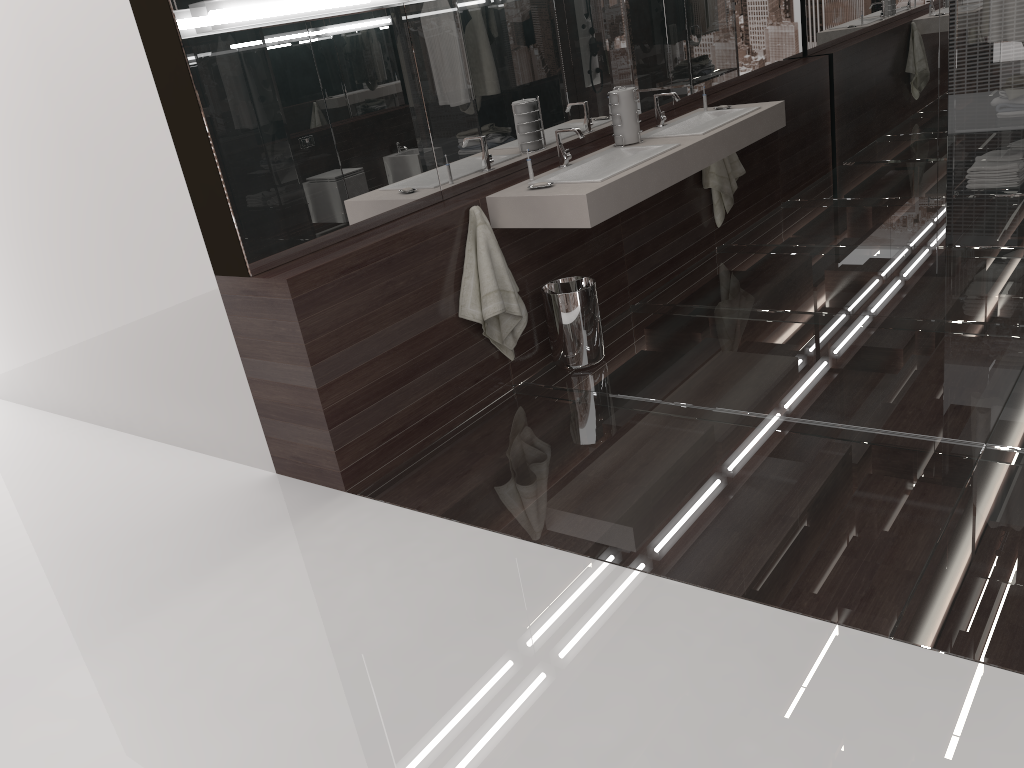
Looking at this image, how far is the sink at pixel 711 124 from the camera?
4.3 meters

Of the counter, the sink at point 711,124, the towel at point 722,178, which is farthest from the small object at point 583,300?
the towel at point 722,178

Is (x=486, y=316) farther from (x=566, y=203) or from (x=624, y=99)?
(x=624, y=99)

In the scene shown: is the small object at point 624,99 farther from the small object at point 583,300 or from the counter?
the small object at point 583,300

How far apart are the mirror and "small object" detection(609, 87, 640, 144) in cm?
27

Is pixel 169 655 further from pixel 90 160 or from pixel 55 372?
pixel 55 372

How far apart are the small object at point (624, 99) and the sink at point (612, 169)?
0.10m

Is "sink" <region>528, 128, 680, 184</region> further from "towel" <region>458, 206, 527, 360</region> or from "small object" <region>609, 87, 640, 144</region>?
"towel" <region>458, 206, 527, 360</region>

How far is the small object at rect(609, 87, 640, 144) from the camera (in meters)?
4.09

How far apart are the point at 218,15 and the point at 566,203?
1.4m
